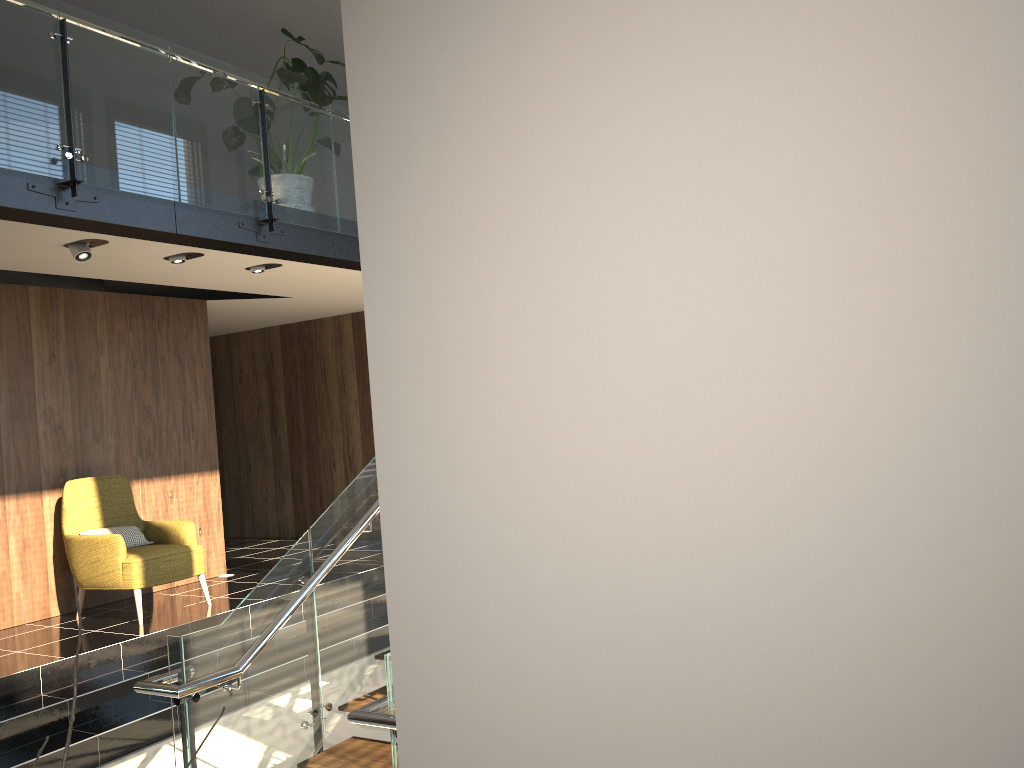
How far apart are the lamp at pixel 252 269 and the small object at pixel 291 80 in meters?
1.4

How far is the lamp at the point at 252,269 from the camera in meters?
7.2 m

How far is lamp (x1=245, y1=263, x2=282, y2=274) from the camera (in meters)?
7.21

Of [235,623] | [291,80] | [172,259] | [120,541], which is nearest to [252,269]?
[172,259]

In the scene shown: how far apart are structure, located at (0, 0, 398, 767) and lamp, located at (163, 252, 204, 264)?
0.4m

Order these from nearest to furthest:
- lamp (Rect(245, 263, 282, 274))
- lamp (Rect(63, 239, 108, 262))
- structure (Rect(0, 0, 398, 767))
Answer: structure (Rect(0, 0, 398, 767)) → lamp (Rect(63, 239, 108, 262)) → lamp (Rect(245, 263, 282, 274))

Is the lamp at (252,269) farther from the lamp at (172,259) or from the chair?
the chair

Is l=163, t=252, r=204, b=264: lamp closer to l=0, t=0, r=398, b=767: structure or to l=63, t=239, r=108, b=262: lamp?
l=0, t=0, r=398, b=767: structure

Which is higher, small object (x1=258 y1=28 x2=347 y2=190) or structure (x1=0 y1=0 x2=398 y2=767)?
small object (x1=258 y1=28 x2=347 y2=190)

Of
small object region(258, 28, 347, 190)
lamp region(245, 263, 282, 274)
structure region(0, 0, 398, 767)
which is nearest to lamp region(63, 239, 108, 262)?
structure region(0, 0, 398, 767)
